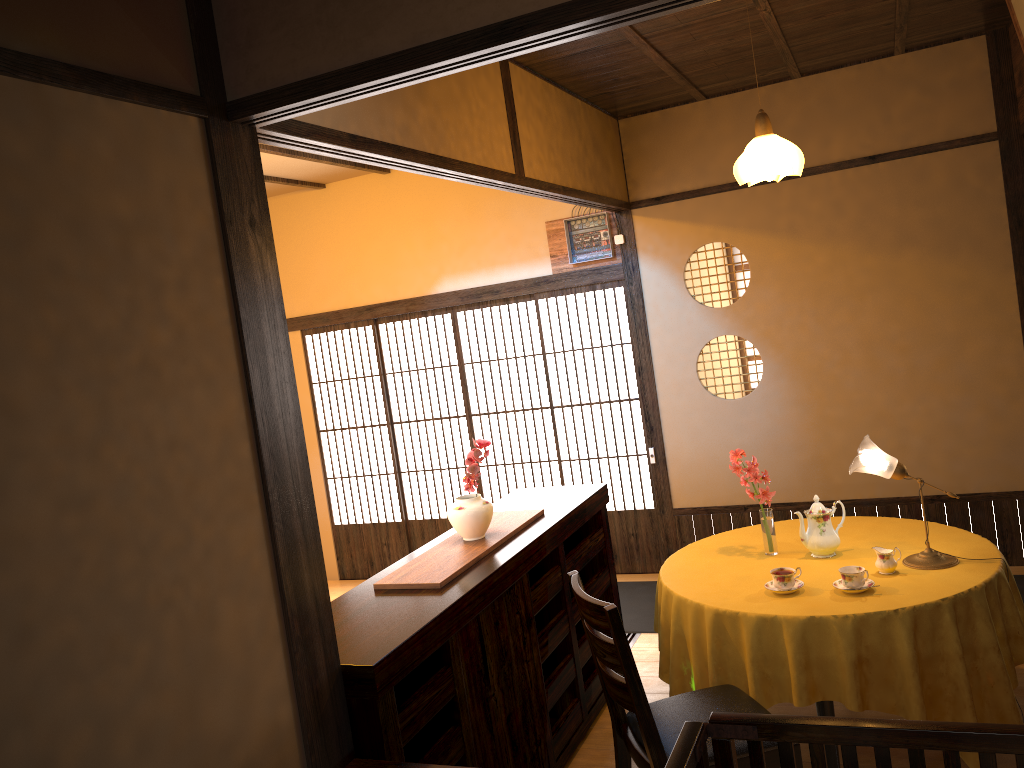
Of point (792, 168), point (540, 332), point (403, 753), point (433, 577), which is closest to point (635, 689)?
point (403, 753)

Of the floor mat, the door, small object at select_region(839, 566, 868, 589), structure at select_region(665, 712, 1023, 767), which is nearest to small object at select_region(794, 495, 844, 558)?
small object at select_region(839, 566, 868, 589)

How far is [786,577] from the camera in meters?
3.3 m

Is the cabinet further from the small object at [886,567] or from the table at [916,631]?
the small object at [886,567]

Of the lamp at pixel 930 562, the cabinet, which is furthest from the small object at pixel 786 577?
the cabinet

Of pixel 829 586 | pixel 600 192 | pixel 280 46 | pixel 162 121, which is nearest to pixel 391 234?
pixel 600 192

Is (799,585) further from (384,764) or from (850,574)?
(384,764)

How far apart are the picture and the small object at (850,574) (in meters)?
2.62

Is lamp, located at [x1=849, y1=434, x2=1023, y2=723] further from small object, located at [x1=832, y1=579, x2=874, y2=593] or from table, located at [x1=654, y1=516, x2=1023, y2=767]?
small object, located at [x1=832, y1=579, x2=874, y2=593]

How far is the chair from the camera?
2.65m
